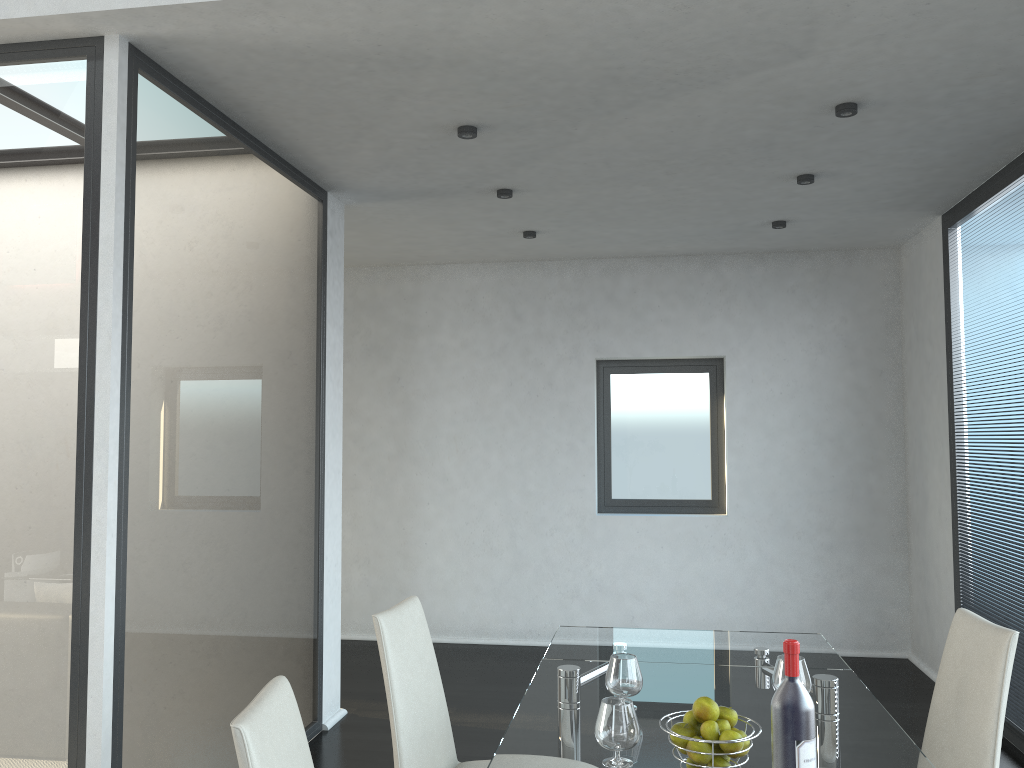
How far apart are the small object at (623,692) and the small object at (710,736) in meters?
0.5

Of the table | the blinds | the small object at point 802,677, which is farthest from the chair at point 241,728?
the blinds

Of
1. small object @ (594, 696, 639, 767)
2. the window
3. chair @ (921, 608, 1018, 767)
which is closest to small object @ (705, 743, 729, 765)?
small object @ (594, 696, 639, 767)

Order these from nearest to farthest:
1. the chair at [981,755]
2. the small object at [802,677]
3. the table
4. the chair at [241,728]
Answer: the chair at [241,728] < the table < the chair at [981,755] < the small object at [802,677]

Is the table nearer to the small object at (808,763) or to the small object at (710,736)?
the small object at (710,736)

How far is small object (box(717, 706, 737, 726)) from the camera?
1.8m

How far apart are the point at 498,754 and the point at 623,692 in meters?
0.4

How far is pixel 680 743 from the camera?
1.79m

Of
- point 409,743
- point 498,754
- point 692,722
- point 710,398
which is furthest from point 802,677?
point 710,398

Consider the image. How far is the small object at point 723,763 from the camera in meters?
1.8
